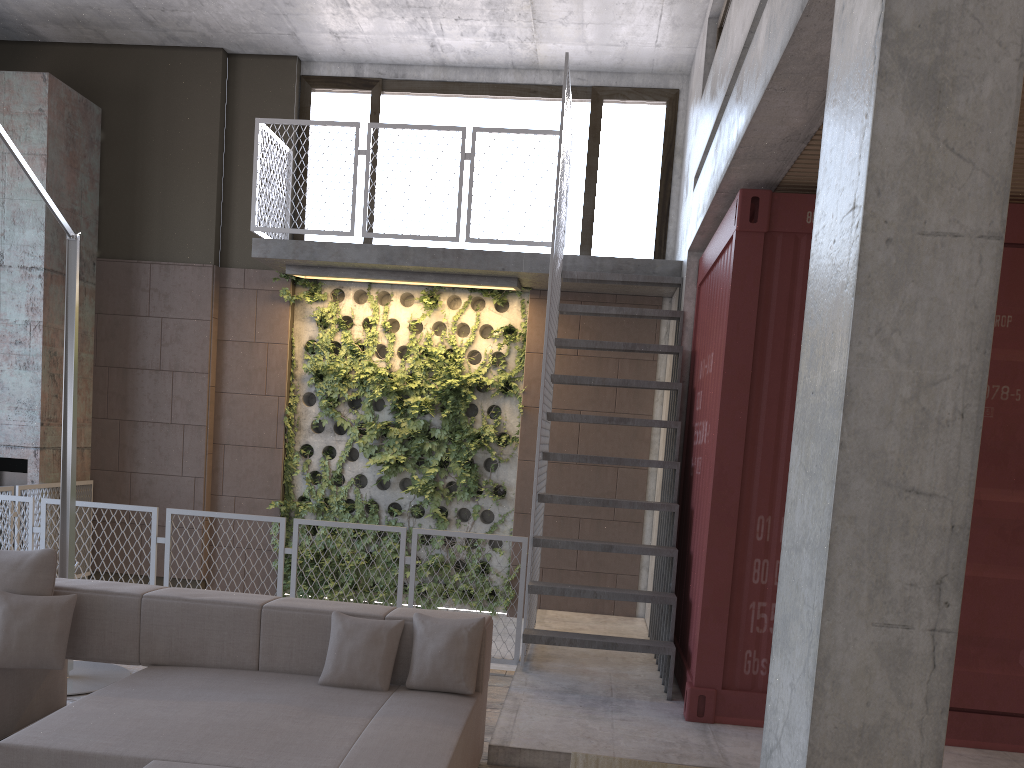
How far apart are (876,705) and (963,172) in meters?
1.3 m

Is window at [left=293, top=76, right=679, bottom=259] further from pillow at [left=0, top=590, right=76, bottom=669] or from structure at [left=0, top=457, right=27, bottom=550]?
pillow at [left=0, top=590, right=76, bottom=669]

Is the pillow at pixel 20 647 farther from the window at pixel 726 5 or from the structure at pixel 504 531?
the window at pixel 726 5

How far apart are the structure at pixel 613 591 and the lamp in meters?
2.4 m

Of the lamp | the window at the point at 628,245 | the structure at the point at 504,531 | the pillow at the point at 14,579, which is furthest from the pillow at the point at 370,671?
the window at the point at 628,245

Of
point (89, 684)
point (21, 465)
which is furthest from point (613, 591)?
point (21, 465)

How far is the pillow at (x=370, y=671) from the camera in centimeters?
400cm

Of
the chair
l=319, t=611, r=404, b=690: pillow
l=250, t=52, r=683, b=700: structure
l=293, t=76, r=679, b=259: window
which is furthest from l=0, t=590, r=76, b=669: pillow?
l=293, t=76, r=679, b=259: window

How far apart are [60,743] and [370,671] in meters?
1.3

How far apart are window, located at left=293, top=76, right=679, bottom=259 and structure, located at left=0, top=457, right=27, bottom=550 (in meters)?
3.27
